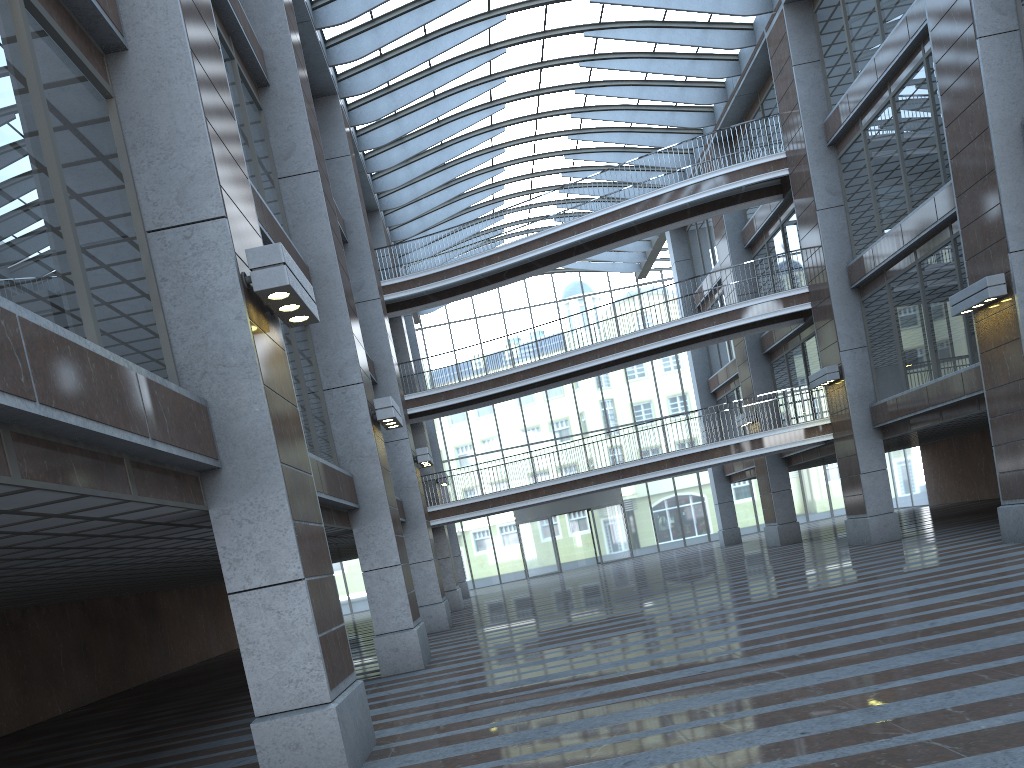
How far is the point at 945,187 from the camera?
18.36m

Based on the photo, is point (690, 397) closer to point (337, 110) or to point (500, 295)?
point (500, 295)
